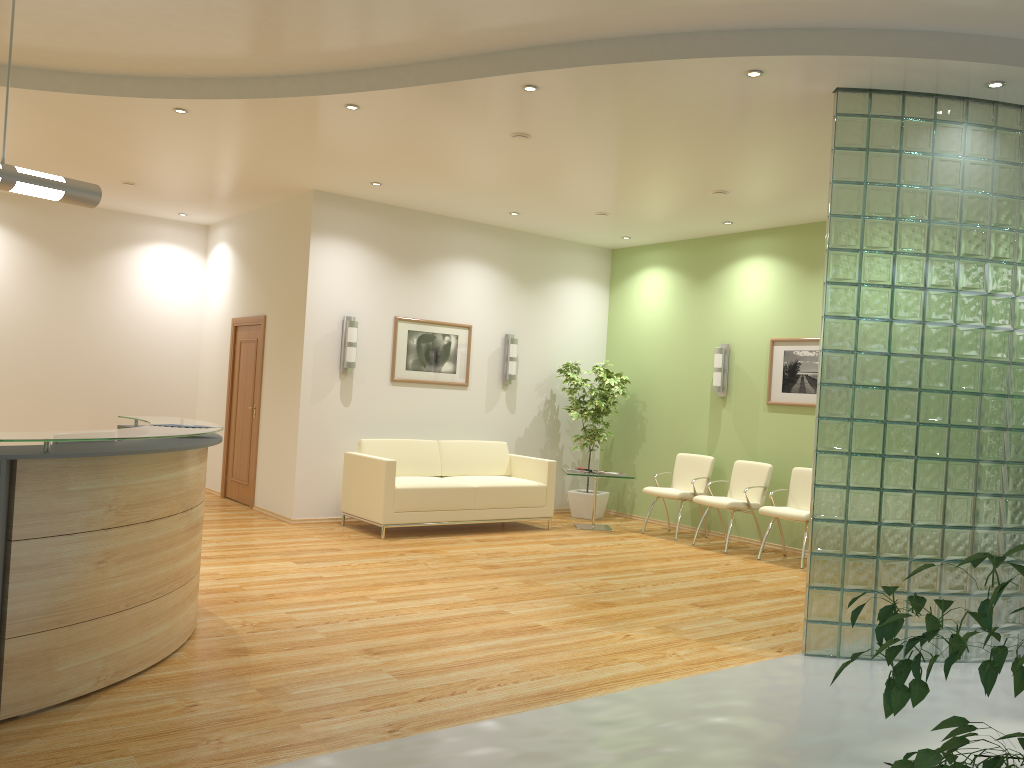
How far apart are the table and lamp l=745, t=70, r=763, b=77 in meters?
5.2

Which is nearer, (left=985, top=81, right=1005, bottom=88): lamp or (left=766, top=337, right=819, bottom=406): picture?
(left=985, top=81, right=1005, bottom=88): lamp

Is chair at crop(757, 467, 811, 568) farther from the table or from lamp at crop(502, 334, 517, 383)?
lamp at crop(502, 334, 517, 383)

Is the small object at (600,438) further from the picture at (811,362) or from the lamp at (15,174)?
the lamp at (15,174)

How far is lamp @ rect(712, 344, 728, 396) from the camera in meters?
9.7

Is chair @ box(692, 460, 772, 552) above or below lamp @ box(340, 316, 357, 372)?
below

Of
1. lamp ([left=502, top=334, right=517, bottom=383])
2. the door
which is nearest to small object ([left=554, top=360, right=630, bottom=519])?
lamp ([left=502, top=334, right=517, bottom=383])

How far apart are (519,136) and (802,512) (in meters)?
4.30

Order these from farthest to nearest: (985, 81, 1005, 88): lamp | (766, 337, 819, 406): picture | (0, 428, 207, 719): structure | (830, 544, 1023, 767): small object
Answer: (766, 337, 819, 406): picture < (985, 81, 1005, 88): lamp < (0, 428, 207, 719): structure < (830, 544, 1023, 767): small object

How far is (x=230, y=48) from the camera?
5.6 meters
